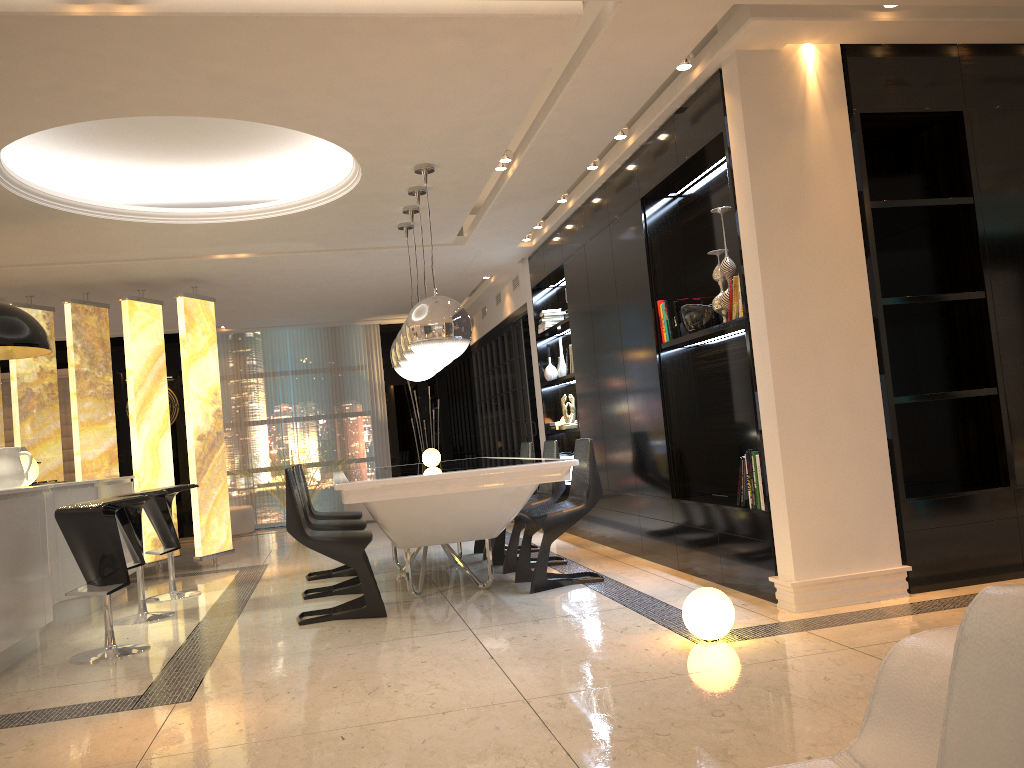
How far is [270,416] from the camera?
11.9 meters

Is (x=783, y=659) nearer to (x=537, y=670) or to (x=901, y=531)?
(x=537, y=670)

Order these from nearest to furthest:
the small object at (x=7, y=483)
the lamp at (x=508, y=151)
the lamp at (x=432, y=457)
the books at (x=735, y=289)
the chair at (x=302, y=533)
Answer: the books at (x=735, y=289) → the chair at (x=302, y=533) → the small object at (x=7, y=483) → the lamp at (x=508, y=151) → the lamp at (x=432, y=457)

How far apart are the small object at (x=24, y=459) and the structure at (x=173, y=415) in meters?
6.0 m

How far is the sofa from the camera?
0.70m

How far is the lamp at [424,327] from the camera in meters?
5.2 m

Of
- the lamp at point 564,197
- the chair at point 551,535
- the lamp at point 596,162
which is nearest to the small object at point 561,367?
the lamp at point 564,197

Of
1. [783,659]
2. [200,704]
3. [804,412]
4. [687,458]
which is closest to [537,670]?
[783,659]

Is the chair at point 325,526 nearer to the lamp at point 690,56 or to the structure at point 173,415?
the lamp at point 690,56

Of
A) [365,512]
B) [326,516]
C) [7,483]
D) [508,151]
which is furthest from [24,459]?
[365,512]
